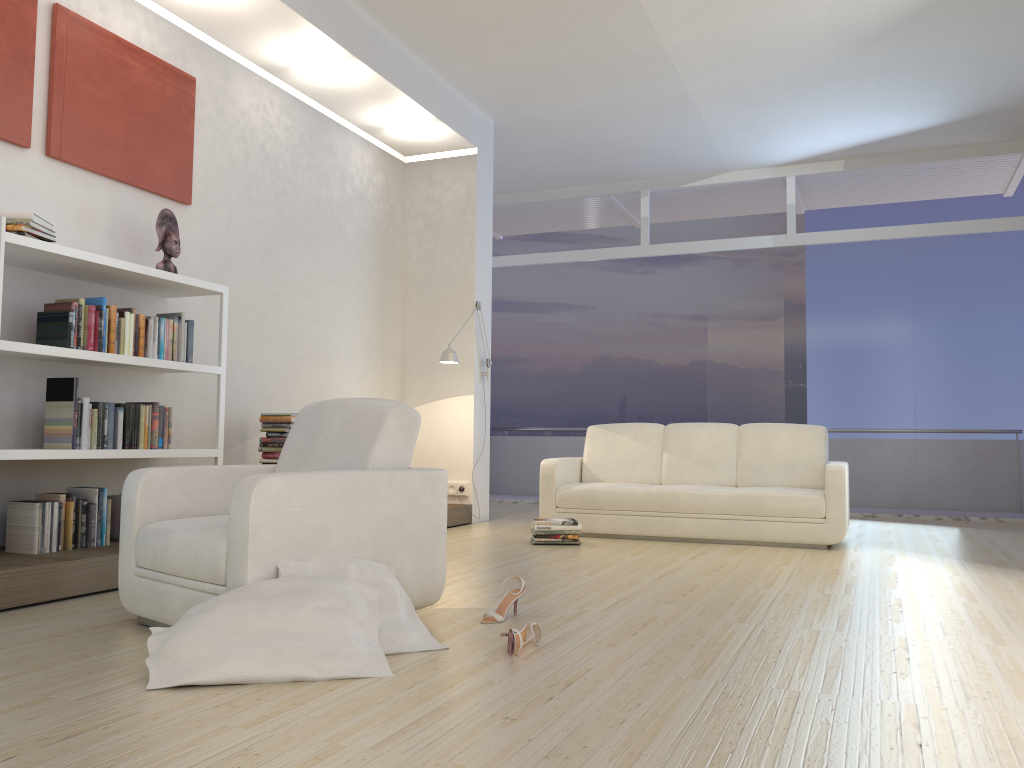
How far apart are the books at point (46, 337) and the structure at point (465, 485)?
3.13m

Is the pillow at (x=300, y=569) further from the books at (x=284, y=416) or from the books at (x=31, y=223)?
the books at (x=284, y=416)

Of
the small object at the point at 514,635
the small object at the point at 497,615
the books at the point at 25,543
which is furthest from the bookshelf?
the small object at the point at 514,635

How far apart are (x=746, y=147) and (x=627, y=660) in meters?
6.9

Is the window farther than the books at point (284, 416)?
Yes

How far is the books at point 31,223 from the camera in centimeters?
395cm

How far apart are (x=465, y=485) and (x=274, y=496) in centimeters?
469cm

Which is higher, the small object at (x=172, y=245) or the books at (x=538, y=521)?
the small object at (x=172, y=245)

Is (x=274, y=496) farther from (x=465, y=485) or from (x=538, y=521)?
(x=465, y=485)

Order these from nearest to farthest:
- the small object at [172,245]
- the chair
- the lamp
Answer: the chair < the small object at [172,245] < the lamp
